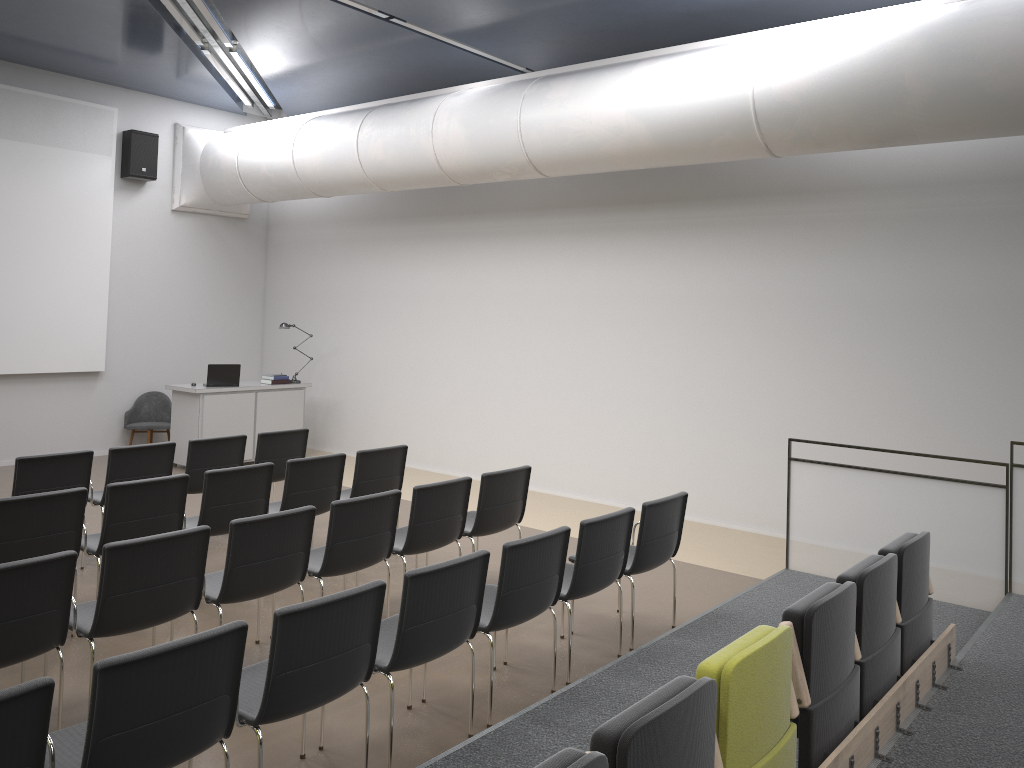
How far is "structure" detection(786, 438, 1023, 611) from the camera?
6.0m

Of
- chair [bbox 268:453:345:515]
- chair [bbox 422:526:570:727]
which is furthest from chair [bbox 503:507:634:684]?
chair [bbox 268:453:345:515]

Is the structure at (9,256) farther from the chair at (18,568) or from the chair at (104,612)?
the chair at (18,568)

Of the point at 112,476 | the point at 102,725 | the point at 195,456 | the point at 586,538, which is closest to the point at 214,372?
the point at 195,456

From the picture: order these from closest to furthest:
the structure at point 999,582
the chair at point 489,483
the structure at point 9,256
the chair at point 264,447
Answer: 1. the structure at point 999,582
2. the chair at point 489,483
3. the chair at point 264,447
4. the structure at point 9,256

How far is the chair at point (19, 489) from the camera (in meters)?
6.34

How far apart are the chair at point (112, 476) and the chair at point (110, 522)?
1.0 meters

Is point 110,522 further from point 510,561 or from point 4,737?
point 4,737

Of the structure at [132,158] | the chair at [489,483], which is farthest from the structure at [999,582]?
the structure at [132,158]

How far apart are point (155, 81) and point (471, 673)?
9.4 meters
